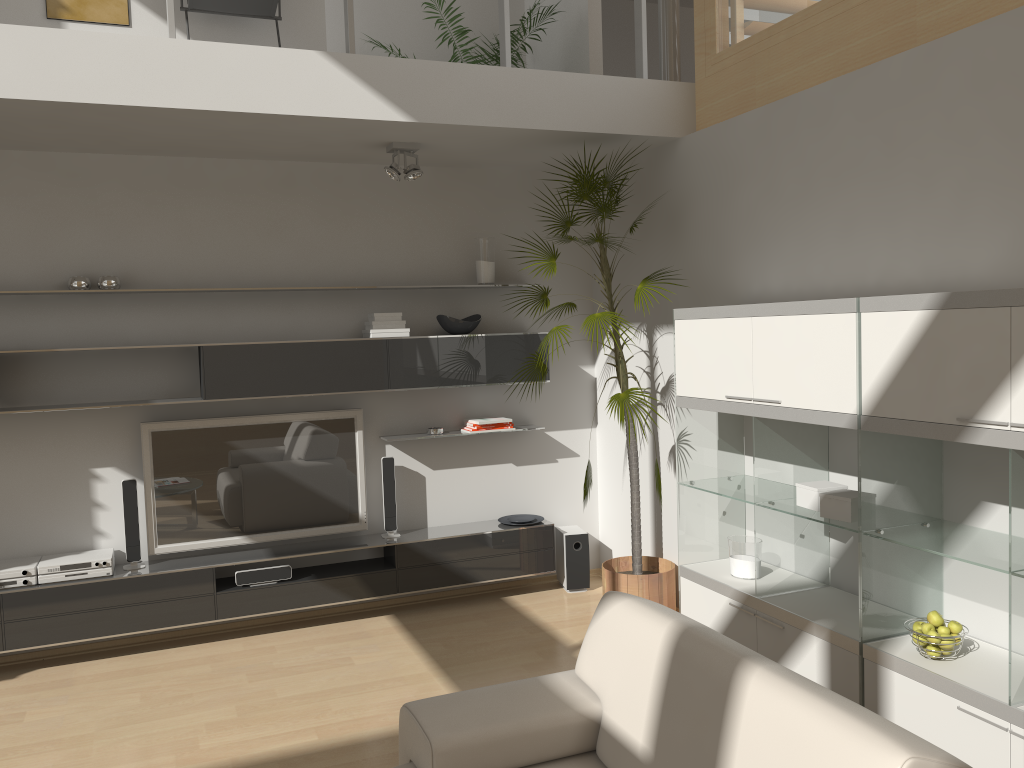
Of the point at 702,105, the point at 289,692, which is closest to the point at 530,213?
the point at 702,105

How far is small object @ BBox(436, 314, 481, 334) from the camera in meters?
5.3

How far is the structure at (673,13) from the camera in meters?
5.0 m

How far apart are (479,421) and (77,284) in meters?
2.3 m

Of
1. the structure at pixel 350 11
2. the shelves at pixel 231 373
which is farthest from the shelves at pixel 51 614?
the structure at pixel 350 11

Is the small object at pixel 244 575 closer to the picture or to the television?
the television

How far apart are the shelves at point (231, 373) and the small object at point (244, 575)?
1.0 meters

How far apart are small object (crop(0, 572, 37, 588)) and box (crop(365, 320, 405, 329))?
2.2 meters

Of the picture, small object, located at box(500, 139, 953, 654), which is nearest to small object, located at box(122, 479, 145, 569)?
small object, located at box(500, 139, 953, 654)

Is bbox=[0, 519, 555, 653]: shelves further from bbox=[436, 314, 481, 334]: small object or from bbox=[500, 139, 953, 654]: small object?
bbox=[436, 314, 481, 334]: small object
